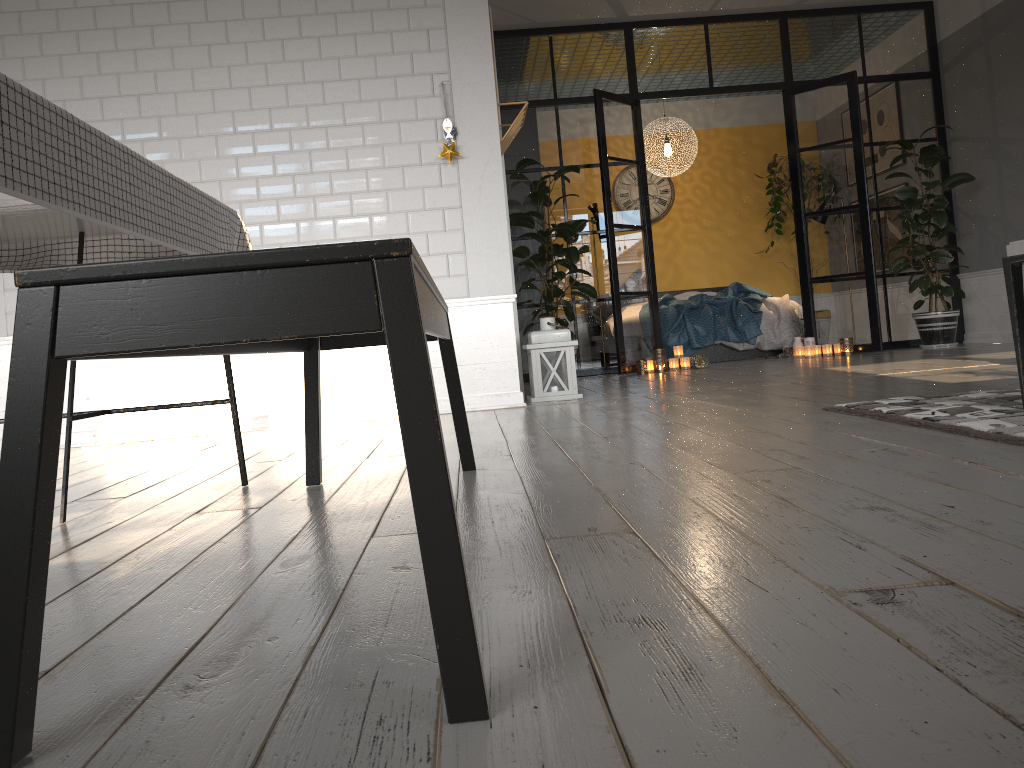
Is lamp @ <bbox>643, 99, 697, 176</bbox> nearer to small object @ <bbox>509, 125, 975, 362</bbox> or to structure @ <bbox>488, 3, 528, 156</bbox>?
small object @ <bbox>509, 125, 975, 362</bbox>

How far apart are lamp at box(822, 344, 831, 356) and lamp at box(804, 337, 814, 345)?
0.16m

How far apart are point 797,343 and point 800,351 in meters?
0.1

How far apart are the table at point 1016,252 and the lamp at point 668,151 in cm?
646

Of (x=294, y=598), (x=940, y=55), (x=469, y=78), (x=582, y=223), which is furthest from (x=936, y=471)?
(x=940, y=55)

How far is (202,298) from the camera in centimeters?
87cm

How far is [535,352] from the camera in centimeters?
490cm

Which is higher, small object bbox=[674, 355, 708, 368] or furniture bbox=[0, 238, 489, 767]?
furniture bbox=[0, 238, 489, 767]

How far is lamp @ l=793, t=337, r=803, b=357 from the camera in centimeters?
754cm

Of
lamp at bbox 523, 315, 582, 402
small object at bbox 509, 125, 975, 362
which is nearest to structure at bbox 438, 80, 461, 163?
lamp at bbox 523, 315, 582, 402
